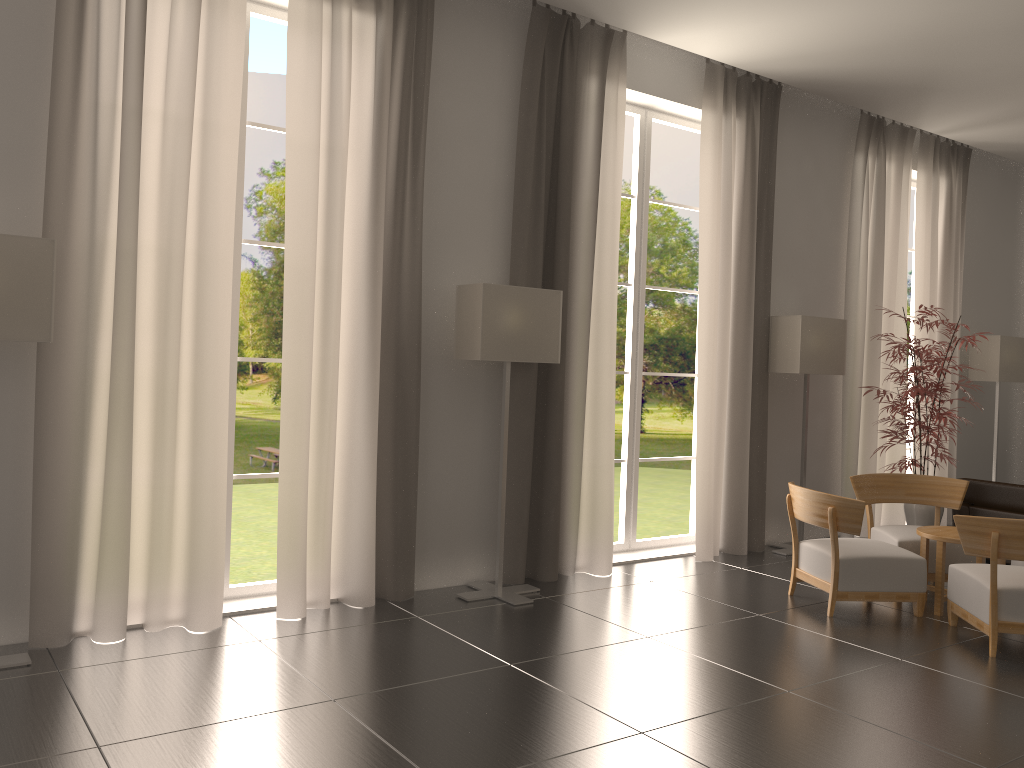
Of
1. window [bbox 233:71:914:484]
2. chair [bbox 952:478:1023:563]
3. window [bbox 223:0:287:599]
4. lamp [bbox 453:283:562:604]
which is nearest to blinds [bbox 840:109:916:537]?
chair [bbox 952:478:1023:563]

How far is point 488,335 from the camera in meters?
8.7 m

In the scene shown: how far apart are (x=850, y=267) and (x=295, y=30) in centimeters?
875cm

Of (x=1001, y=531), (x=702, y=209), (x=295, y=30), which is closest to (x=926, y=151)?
(x=702, y=209)

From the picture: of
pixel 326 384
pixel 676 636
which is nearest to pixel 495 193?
pixel 326 384

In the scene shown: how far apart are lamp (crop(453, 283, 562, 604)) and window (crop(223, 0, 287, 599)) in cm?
189

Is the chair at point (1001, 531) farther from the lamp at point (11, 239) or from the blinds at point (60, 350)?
the lamp at point (11, 239)

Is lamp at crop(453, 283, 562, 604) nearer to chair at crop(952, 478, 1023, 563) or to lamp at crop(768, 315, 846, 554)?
lamp at crop(768, 315, 846, 554)

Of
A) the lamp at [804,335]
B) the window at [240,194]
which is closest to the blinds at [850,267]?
the lamp at [804,335]

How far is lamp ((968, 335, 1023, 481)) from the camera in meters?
14.6 m
